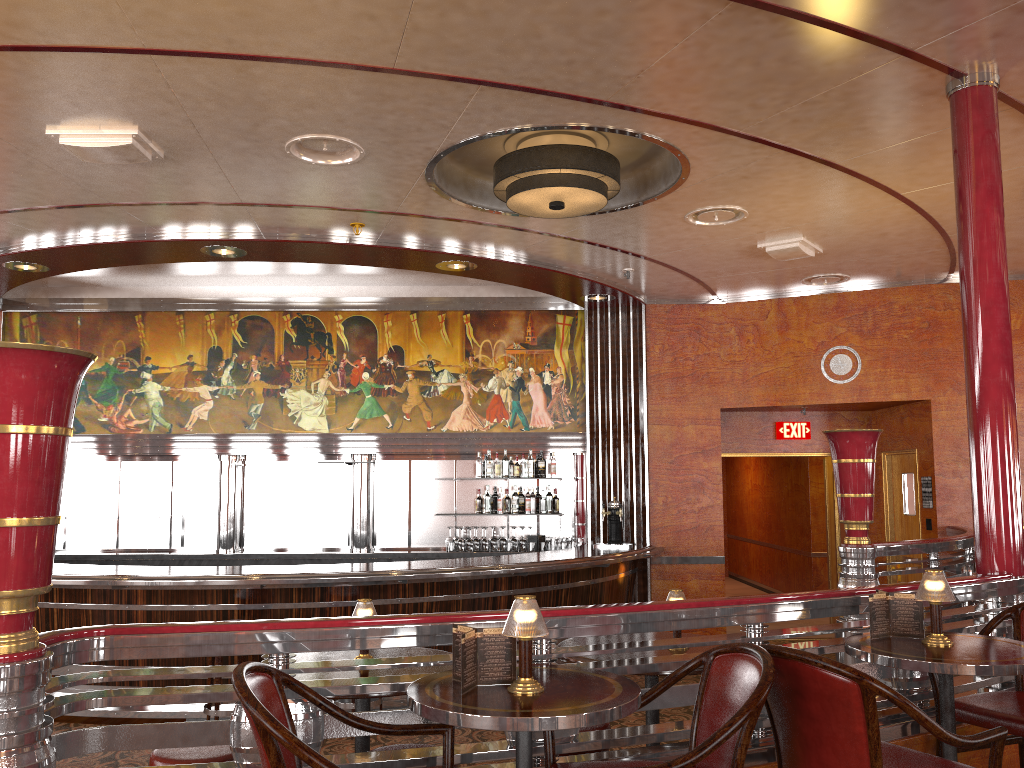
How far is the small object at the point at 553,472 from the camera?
9.4 meters

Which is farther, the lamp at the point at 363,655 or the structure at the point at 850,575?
the structure at the point at 850,575

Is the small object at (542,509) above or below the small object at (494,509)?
above

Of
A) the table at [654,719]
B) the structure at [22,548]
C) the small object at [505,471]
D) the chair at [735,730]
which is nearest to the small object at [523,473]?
the small object at [505,471]

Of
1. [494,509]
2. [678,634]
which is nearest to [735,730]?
[678,634]

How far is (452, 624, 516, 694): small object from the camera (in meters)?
2.38

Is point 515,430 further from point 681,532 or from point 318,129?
point 318,129

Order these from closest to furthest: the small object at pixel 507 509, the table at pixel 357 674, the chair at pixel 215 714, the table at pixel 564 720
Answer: the table at pixel 564 720 < the table at pixel 357 674 < the chair at pixel 215 714 < the small object at pixel 507 509

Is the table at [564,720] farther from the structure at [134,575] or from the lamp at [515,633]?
the structure at [134,575]

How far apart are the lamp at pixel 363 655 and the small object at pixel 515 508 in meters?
5.8
